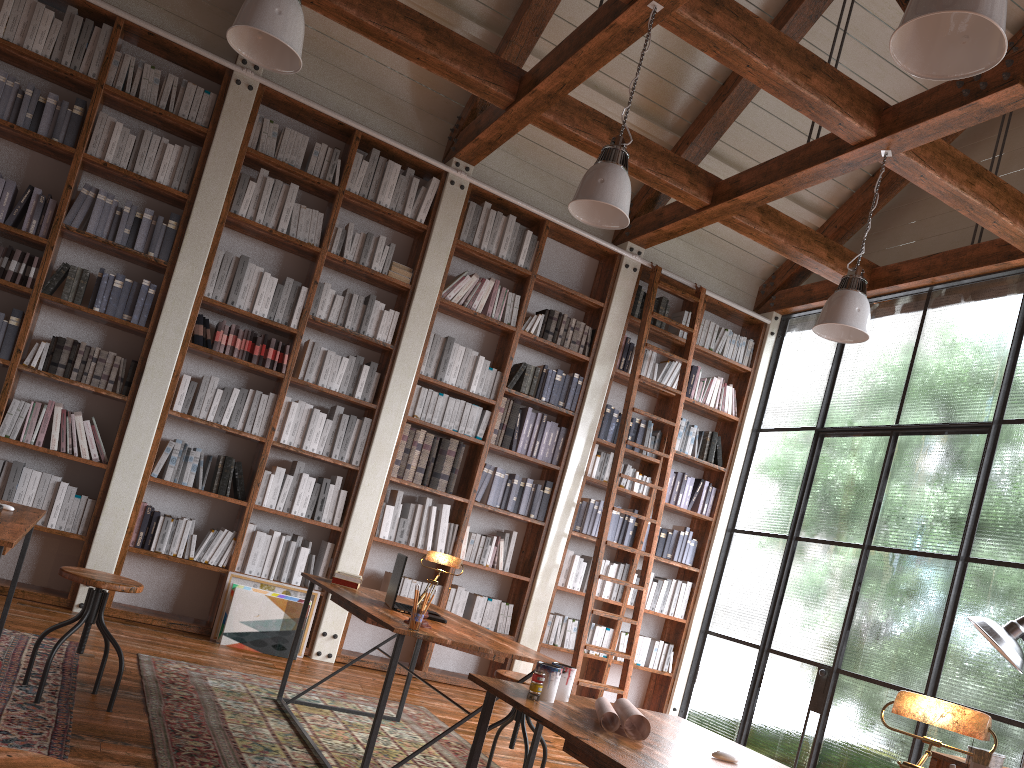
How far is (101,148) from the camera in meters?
5.5 m

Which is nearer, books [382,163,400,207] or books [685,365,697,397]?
books [382,163,400,207]

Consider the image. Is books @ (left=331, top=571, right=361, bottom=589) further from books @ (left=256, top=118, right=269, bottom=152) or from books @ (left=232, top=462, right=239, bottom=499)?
books @ (left=256, top=118, right=269, bottom=152)

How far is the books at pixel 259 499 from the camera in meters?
5.7

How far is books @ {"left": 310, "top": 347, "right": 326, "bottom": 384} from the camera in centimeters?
595cm

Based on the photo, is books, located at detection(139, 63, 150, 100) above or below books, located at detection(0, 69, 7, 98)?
above

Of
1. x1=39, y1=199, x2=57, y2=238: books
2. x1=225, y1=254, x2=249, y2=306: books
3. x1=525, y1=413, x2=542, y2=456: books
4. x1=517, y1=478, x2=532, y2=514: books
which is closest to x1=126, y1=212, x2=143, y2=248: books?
x1=39, y1=199, x2=57, y2=238: books

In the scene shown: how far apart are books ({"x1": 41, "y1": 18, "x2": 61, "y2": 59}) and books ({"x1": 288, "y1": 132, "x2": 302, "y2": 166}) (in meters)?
1.53

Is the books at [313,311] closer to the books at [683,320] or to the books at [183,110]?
the books at [183,110]

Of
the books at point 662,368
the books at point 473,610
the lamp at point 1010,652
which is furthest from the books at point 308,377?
the lamp at point 1010,652
